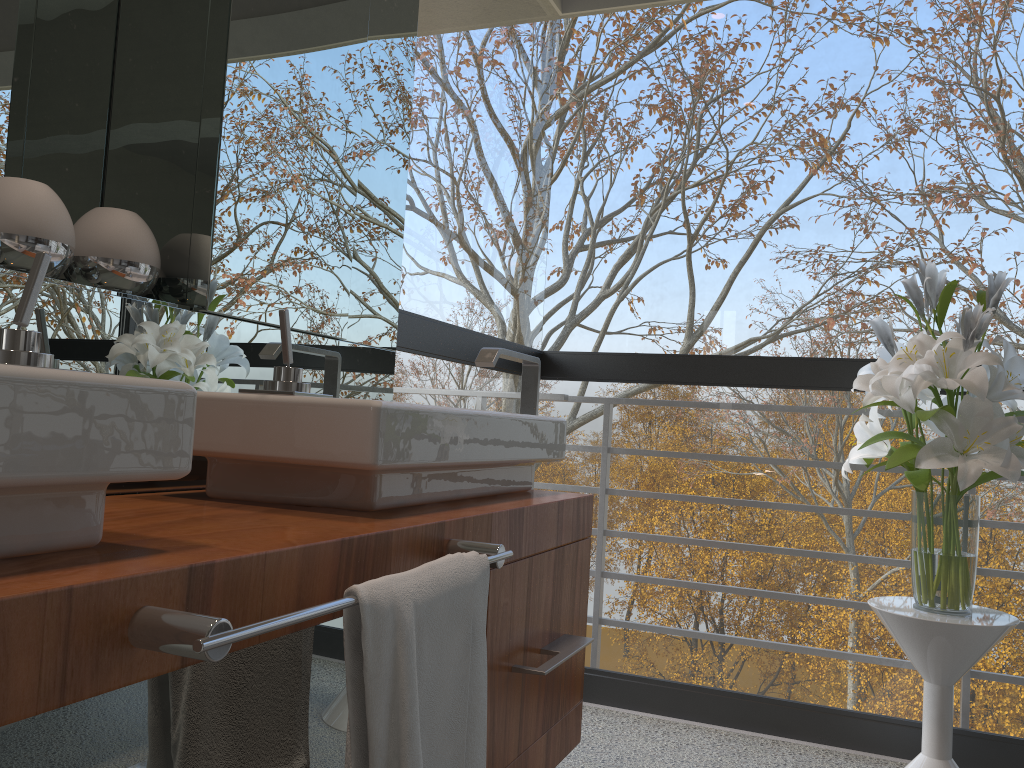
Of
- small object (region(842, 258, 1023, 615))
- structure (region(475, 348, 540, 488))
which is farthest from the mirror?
small object (region(842, 258, 1023, 615))

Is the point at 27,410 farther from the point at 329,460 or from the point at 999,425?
the point at 999,425

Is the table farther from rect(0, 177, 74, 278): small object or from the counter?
rect(0, 177, 74, 278): small object

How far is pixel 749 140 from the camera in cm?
492

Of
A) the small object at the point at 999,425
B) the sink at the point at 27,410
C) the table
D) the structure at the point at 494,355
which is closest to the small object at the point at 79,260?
the sink at the point at 27,410

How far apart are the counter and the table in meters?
0.7

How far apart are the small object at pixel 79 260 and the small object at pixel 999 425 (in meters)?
1.46

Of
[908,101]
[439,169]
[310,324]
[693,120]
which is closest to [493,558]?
[310,324]

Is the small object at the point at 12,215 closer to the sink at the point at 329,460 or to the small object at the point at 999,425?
the sink at the point at 329,460

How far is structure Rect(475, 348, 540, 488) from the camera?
1.7m
